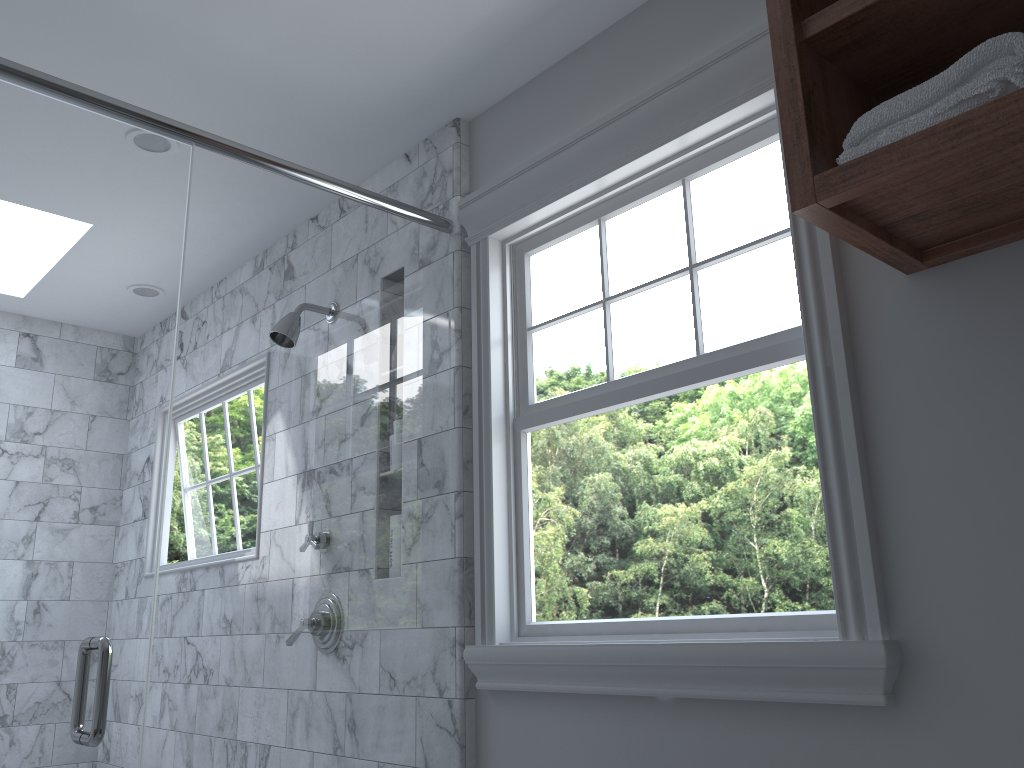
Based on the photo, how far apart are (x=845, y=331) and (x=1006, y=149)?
0.45m

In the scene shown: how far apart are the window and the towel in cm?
35

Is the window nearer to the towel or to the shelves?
the shelves

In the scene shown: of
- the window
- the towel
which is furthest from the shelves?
the window

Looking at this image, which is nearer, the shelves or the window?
the shelves

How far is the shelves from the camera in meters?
1.1 m

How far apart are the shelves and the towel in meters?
0.0 m

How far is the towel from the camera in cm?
107

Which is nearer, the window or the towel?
the towel
